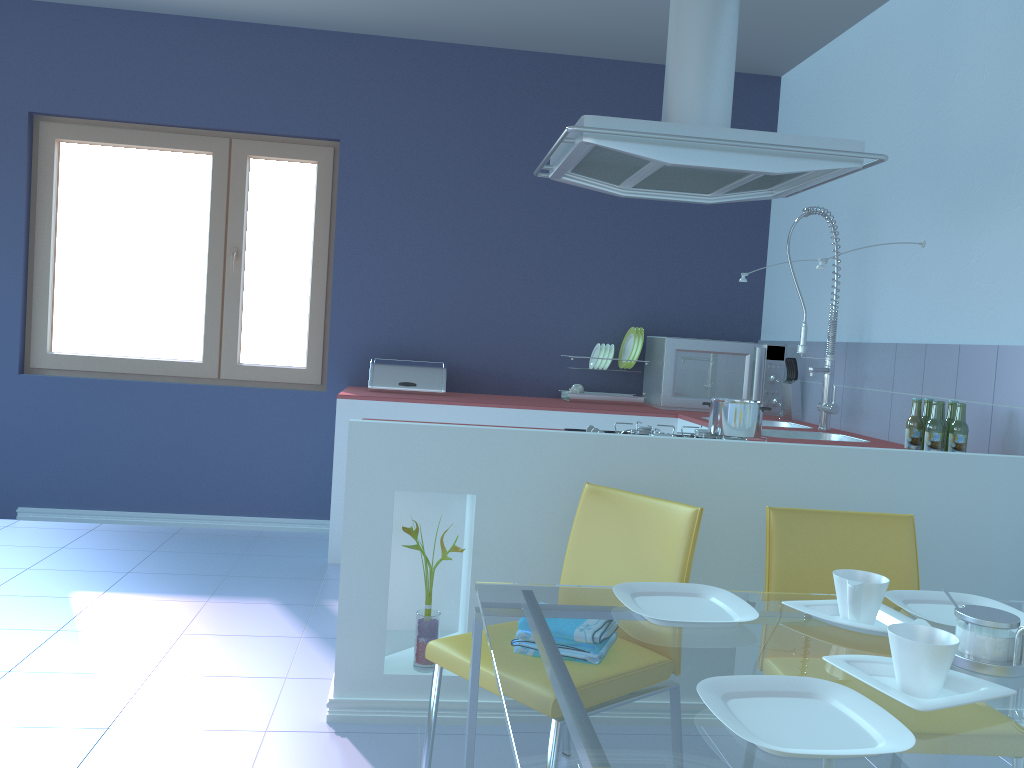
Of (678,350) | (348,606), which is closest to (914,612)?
(348,606)

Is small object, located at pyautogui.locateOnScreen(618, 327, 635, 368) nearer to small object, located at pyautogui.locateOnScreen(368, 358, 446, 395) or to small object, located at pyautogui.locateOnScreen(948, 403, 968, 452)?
small object, located at pyautogui.locateOnScreen(368, 358, 446, 395)

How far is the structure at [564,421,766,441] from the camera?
2.62m

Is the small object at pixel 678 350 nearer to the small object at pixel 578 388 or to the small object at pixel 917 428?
the small object at pixel 578 388

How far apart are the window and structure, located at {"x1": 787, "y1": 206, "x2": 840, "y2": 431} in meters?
2.3 m

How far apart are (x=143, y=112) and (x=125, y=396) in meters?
1.4

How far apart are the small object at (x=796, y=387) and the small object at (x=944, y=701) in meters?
2.9 m

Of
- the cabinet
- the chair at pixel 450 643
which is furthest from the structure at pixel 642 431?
the chair at pixel 450 643

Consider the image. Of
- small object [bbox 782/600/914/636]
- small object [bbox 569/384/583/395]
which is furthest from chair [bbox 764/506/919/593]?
small object [bbox 569/384/583/395]

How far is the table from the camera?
1.00m
